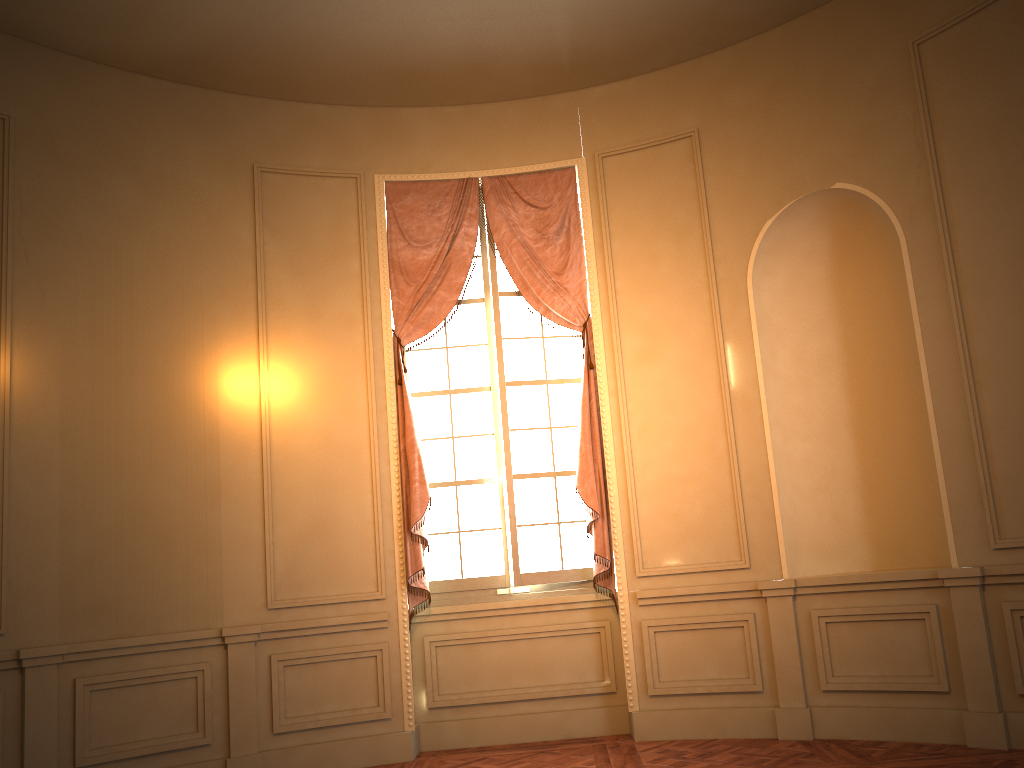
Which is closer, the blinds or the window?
the blinds

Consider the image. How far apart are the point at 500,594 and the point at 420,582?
0.5m

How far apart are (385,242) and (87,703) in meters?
3.2 m

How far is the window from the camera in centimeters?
576cm

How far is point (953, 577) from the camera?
4.6m

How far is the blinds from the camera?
5.5m

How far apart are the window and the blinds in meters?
0.1 m

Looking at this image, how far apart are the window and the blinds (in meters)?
0.09

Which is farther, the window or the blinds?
the window

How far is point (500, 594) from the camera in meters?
5.8
